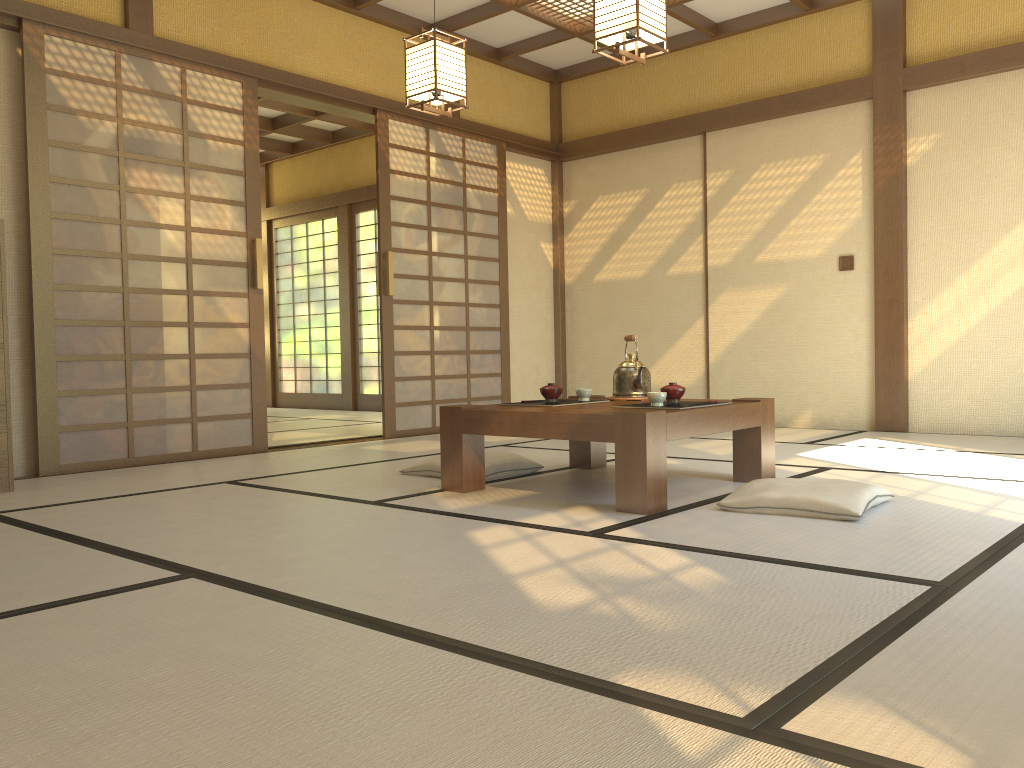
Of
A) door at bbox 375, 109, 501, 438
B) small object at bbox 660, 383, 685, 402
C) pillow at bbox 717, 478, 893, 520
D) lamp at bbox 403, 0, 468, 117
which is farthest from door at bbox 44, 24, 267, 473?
pillow at bbox 717, 478, 893, 520

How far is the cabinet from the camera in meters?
3.9 m

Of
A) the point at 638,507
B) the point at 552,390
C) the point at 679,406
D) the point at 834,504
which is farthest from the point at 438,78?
the point at 834,504

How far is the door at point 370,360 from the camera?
9.48m

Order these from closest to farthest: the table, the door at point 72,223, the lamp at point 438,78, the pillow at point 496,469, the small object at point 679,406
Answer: the table < the small object at point 679,406 < the pillow at point 496,469 < the lamp at point 438,78 < the door at point 72,223

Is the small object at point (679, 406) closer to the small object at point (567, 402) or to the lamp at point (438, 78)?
the small object at point (567, 402)

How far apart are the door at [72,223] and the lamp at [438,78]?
1.34m

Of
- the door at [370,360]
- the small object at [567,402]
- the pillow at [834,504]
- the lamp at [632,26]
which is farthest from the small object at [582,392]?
the door at [370,360]

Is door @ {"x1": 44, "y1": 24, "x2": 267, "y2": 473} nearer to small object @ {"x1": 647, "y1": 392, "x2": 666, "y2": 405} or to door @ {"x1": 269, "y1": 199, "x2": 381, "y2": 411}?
small object @ {"x1": 647, "y1": 392, "x2": 666, "y2": 405}

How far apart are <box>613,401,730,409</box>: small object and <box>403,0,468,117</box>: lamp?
1.99m
